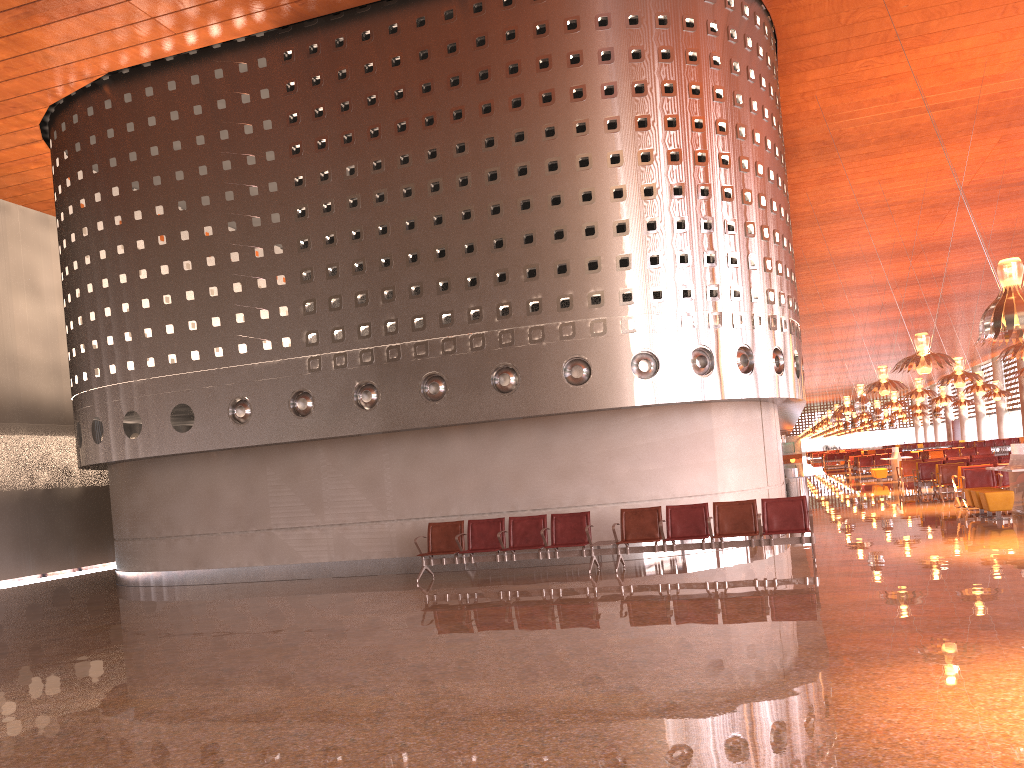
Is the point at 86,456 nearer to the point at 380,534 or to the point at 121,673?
the point at 380,534

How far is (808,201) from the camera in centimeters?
2767cm
